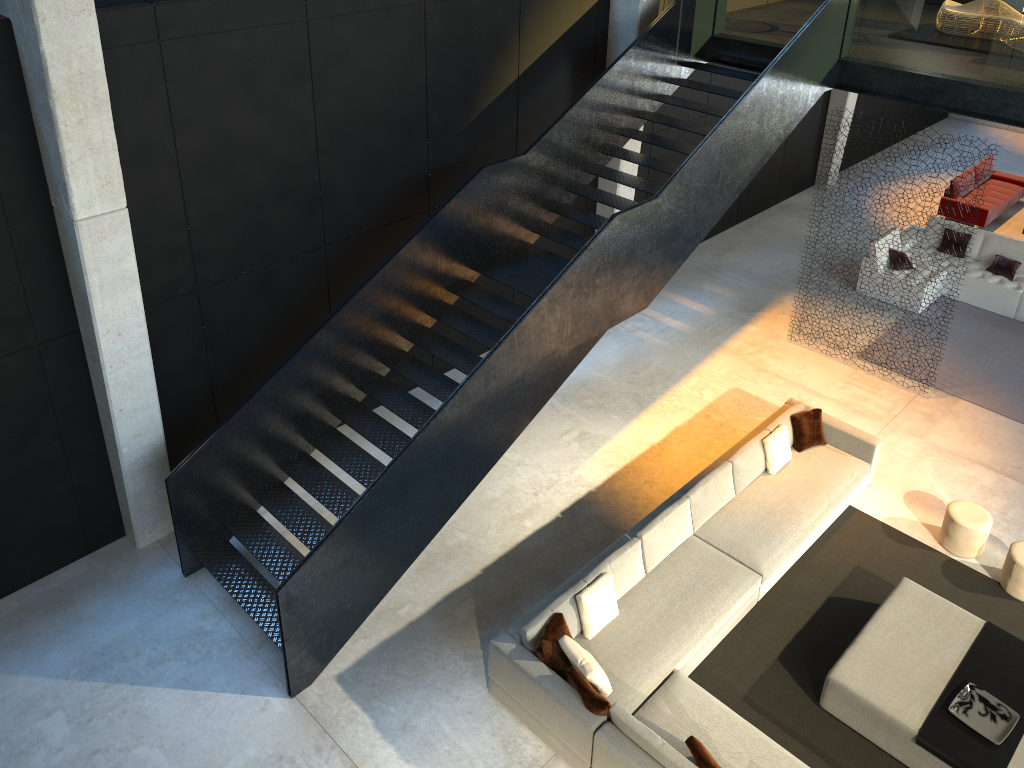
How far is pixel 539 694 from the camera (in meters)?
6.71

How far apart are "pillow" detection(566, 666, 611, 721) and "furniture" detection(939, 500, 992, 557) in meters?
4.3 m

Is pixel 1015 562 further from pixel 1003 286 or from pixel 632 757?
pixel 1003 286

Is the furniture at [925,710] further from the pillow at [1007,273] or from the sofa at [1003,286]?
the pillow at [1007,273]

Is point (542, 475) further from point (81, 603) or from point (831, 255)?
point (831, 255)

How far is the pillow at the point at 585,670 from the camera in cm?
663

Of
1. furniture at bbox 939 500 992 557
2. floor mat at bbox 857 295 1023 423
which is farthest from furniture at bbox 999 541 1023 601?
floor mat at bbox 857 295 1023 423

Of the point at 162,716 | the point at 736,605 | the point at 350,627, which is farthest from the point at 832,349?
the point at 162,716

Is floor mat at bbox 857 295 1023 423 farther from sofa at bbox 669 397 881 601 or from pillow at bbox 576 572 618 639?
pillow at bbox 576 572 618 639

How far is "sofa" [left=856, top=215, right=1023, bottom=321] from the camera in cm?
1249
